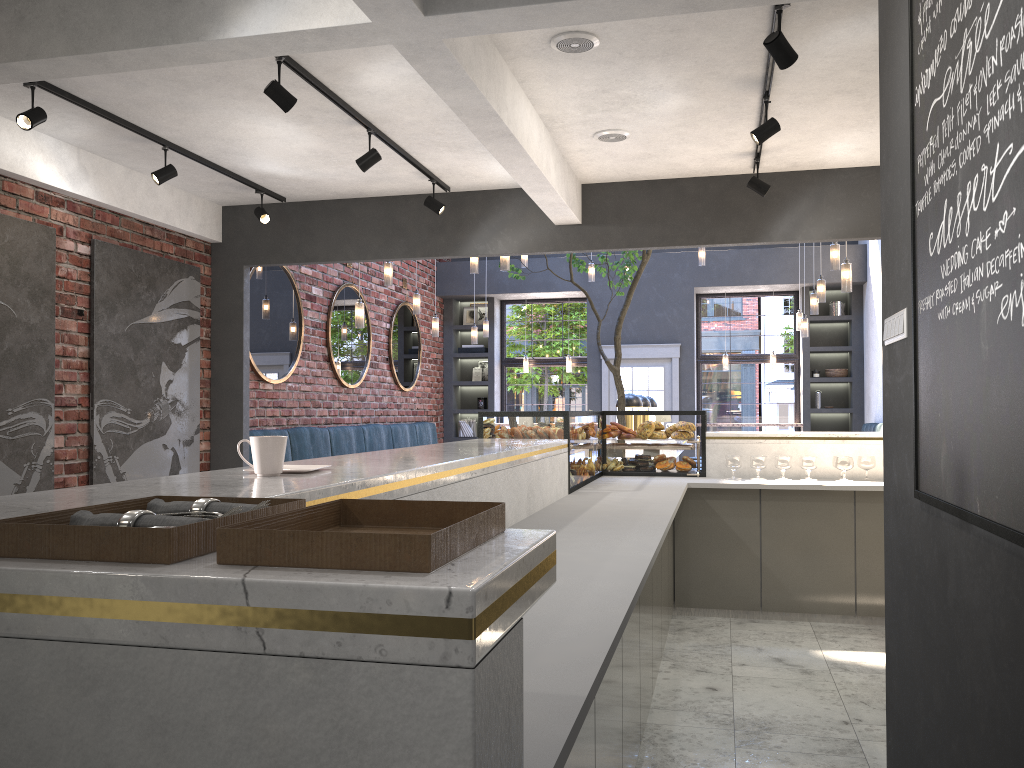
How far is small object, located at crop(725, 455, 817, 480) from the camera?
5.6m

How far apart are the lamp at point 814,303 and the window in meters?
3.6 m

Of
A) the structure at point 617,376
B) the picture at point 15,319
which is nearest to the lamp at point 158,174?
the picture at point 15,319

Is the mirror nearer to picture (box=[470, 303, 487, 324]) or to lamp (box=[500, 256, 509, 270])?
picture (box=[470, 303, 487, 324])

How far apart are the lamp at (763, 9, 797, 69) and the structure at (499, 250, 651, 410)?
4.2m

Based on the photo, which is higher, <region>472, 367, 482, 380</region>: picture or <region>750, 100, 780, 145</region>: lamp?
<region>750, 100, 780, 145</region>: lamp

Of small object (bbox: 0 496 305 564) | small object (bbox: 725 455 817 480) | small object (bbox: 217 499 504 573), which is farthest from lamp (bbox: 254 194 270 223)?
small object (bbox: 217 499 504 573)

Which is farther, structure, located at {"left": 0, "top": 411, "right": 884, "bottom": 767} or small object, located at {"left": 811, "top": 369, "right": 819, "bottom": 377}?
small object, located at {"left": 811, "top": 369, "right": 819, "bottom": 377}

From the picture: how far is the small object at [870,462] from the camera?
5.60m

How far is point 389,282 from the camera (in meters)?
8.35
